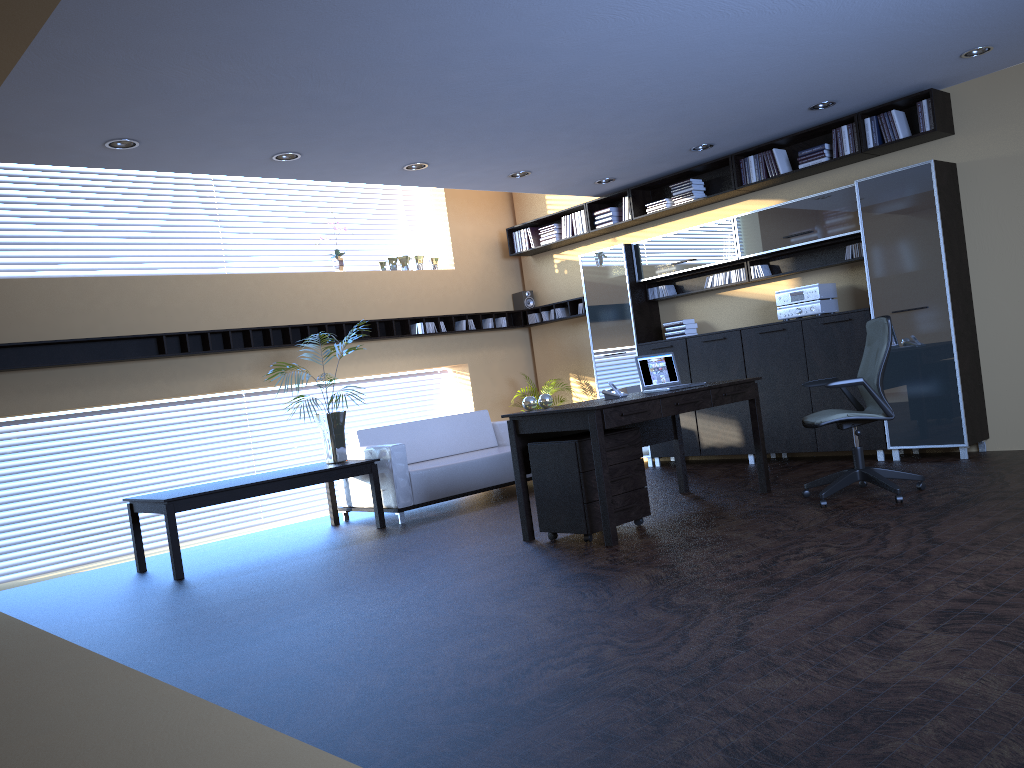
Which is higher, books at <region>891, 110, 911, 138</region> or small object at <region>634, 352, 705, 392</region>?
books at <region>891, 110, 911, 138</region>

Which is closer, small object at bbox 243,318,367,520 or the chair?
the chair

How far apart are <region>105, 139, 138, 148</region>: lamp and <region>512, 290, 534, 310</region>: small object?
5.76m

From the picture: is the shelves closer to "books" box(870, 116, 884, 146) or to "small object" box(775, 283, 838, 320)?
"small object" box(775, 283, 838, 320)

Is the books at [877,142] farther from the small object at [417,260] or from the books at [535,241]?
the small object at [417,260]

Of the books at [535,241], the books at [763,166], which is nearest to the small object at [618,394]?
the books at [763,166]

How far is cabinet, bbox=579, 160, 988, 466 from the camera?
7.15m

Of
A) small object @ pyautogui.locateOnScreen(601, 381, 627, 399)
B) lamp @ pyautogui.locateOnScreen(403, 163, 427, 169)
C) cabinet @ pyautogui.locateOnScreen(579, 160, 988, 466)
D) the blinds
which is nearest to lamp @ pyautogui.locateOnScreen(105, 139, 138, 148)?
lamp @ pyautogui.locateOnScreen(403, 163, 427, 169)

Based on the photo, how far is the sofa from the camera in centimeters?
782cm

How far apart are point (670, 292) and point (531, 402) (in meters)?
3.72
